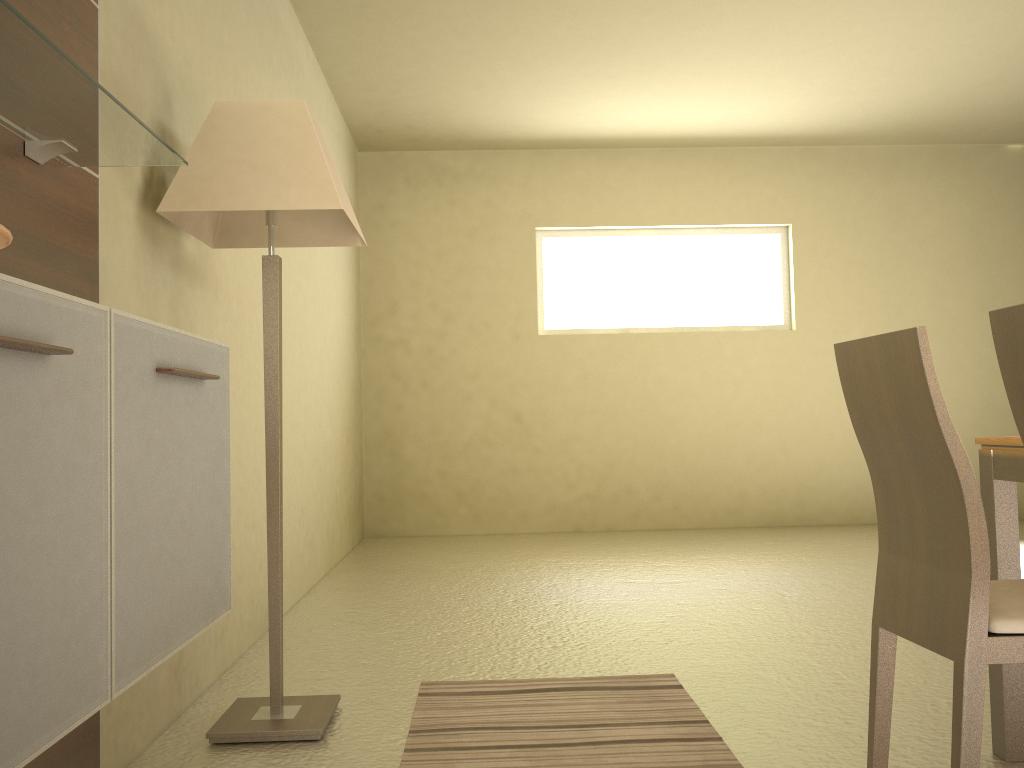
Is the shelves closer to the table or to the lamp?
the lamp

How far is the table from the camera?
2.1m

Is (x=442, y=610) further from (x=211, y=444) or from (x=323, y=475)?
(x=211, y=444)

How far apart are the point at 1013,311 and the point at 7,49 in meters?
1.6

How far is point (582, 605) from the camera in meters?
4.1

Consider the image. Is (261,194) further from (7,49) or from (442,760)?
(442,760)

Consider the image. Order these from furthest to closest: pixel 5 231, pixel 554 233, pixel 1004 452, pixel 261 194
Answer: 1. pixel 554 233
2. pixel 261 194
3. pixel 1004 452
4. pixel 5 231

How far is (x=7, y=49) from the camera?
1.3 meters

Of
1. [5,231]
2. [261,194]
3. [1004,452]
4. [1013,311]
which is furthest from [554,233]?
[5,231]

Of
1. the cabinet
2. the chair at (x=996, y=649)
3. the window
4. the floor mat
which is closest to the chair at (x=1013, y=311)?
the chair at (x=996, y=649)
